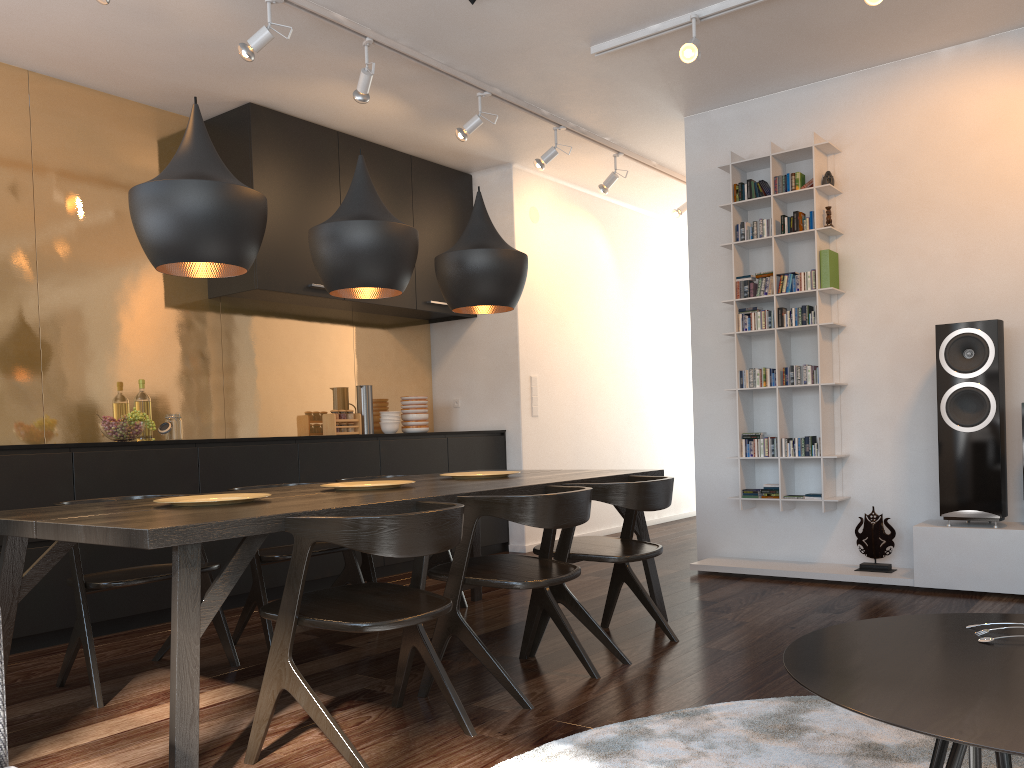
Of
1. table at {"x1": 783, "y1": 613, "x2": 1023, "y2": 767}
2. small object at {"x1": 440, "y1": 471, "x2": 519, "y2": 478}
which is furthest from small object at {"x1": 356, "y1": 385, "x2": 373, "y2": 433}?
table at {"x1": 783, "y1": 613, "x2": 1023, "y2": 767}

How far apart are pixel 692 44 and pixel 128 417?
3.2 meters

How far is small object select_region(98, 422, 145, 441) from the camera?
4.3 meters

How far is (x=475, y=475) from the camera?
3.67m

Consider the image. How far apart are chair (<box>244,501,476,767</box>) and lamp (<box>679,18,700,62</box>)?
2.6m

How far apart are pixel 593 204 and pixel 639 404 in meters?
1.8 m

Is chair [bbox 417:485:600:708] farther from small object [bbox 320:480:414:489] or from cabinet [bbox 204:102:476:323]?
cabinet [bbox 204:102:476:323]

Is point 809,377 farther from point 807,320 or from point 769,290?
point 769,290

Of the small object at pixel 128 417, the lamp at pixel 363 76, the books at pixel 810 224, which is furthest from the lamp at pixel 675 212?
the small object at pixel 128 417

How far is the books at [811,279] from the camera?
4.9m
